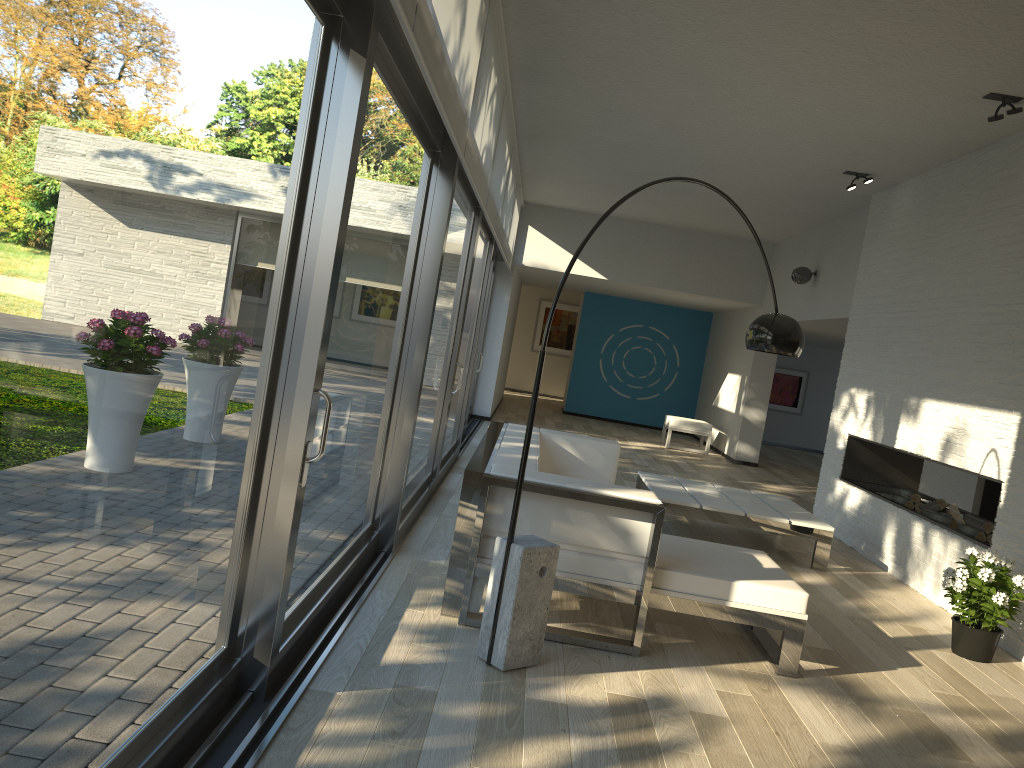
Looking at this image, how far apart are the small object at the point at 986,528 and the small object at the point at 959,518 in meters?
0.3 m

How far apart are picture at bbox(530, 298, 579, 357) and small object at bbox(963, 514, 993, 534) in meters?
13.7 m

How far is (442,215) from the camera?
4.5 meters

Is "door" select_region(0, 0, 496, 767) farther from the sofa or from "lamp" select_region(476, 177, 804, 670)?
"lamp" select_region(476, 177, 804, 670)

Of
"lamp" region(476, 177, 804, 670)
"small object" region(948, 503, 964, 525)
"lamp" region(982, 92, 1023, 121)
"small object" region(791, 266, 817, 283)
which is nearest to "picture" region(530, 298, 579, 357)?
"small object" region(791, 266, 817, 283)

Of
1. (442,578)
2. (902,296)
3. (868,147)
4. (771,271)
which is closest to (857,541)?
(902,296)

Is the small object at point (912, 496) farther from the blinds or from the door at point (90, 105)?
the blinds

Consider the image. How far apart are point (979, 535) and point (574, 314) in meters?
14.0 m

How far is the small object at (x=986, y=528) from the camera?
5.7 meters

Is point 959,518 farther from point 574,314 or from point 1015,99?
point 574,314
